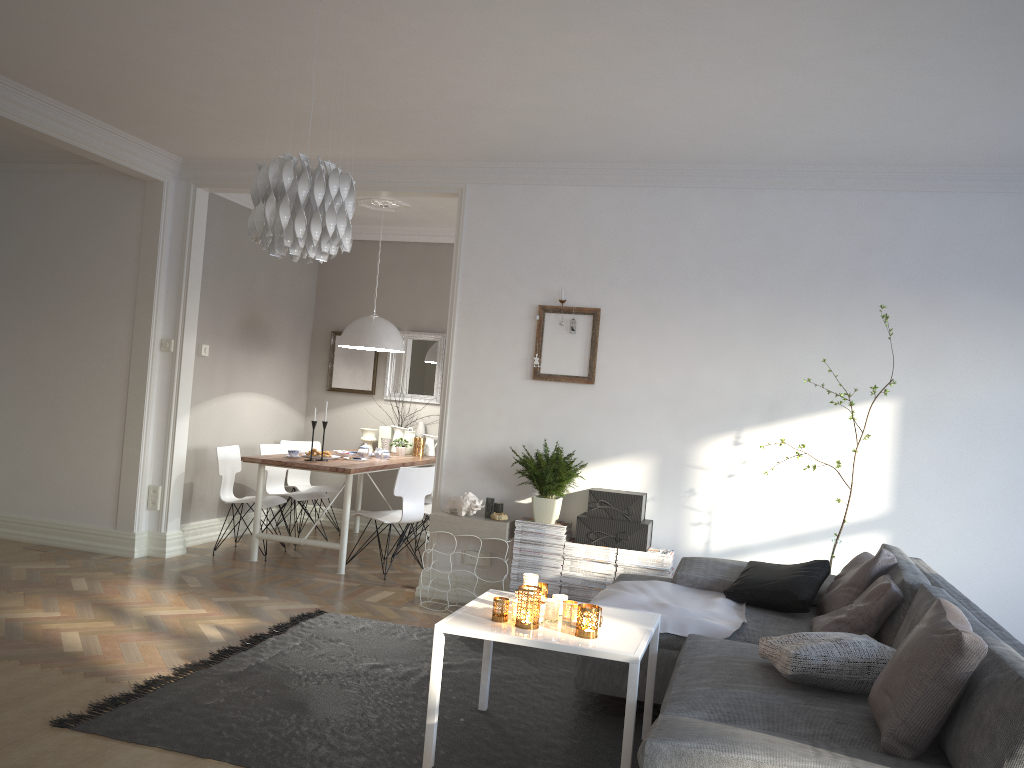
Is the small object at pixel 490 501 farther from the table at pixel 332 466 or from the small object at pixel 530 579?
the small object at pixel 530 579

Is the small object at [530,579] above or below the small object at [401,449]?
below

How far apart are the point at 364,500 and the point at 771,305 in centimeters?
439cm

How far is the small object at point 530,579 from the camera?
3.3 meters

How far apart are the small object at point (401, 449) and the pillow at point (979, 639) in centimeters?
536cm

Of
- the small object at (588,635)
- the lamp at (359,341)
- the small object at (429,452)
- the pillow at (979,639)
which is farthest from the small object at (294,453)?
the pillow at (979,639)

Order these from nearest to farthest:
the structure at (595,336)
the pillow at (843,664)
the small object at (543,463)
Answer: the pillow at (843,664) → the small object at (543,463) → the structure at (595,336)

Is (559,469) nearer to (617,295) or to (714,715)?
(617,295)

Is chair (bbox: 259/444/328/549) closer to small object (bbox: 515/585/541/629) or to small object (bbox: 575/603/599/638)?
small object (bbox: 515/585/541/629)

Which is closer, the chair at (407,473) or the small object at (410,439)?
the chair at (407,473)
